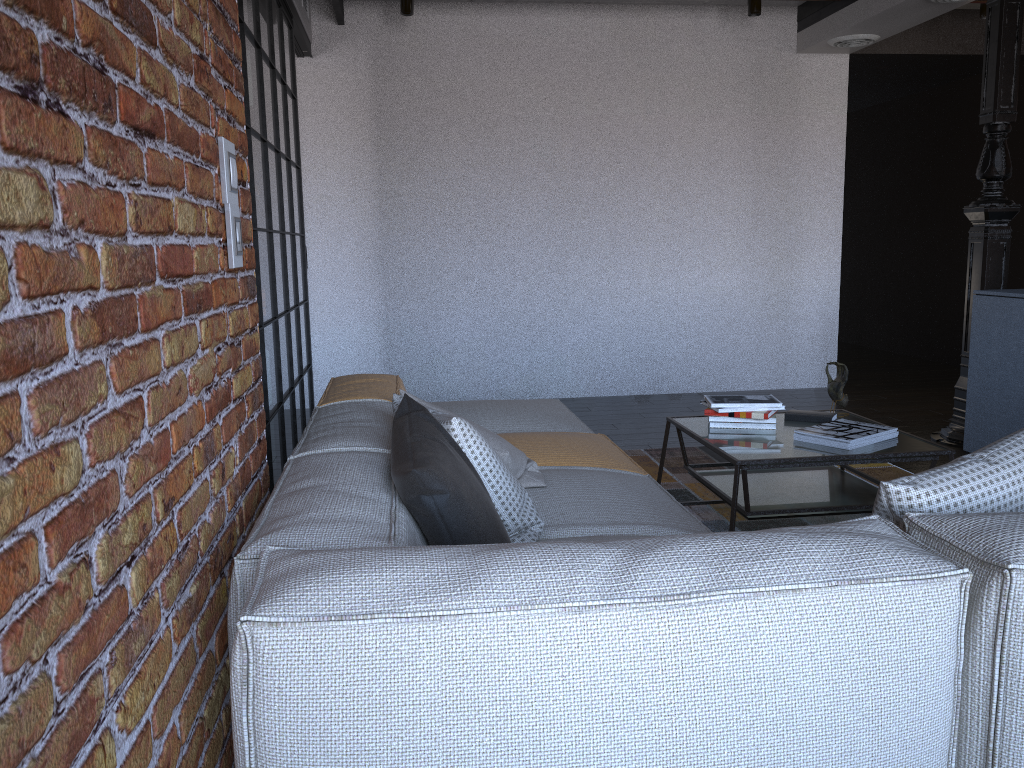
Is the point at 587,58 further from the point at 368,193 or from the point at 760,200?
the point at 368,193

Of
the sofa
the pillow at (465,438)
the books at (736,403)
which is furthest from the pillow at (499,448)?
the books at (736,403)

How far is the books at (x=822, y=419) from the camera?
3.4 meters

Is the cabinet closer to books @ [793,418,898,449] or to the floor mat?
the floor mat

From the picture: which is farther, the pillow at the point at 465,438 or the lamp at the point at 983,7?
the lamp at the point at 983,7

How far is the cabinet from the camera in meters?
4.2 m

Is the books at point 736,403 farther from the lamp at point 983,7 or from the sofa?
the lamp at point 983,7

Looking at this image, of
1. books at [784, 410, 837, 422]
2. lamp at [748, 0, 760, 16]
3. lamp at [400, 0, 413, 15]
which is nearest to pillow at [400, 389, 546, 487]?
books at [784, 410, 837, 422]

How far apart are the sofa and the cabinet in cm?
212

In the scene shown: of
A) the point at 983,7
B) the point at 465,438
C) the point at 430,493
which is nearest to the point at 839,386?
the point at 465,438
